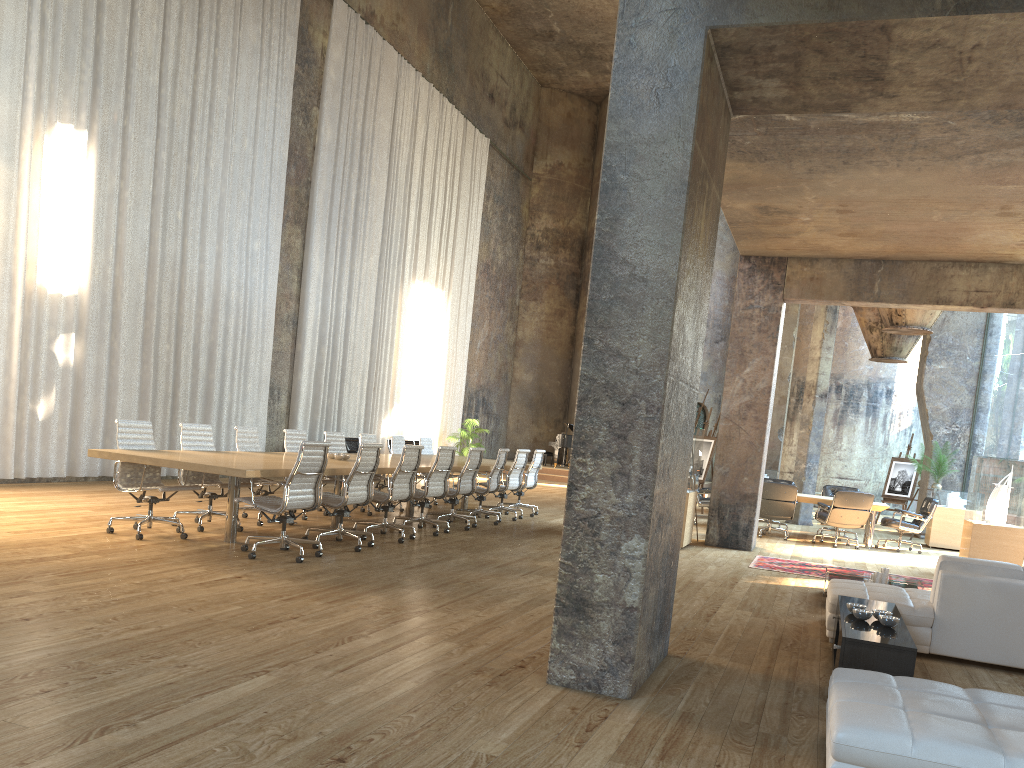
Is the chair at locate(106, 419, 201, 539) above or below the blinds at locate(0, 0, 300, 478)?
below

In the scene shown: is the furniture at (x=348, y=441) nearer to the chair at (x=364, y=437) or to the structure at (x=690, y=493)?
the chair at (x=364, y=437)

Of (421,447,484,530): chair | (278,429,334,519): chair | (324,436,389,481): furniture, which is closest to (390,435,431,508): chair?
(421,447,484,530): chair

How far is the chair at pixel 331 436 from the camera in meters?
11.3

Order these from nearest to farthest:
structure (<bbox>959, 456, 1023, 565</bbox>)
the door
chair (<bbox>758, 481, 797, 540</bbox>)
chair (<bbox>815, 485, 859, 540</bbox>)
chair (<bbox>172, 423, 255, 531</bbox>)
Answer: chair (<bbox>172, 423, 255, 531</bbox>) → structure (<bbox>959, 456, 1023, 565</bbox>) → chair (<bbox>758, 481, 797, 540</bbox>) → chair (<bbox>815, 485, 859, 540</bbox>) → the door

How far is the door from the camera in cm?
2609

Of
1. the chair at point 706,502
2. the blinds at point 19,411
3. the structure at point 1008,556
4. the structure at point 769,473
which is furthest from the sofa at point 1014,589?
the structure at point 769,473

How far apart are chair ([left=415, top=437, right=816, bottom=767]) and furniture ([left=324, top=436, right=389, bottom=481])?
3.00m

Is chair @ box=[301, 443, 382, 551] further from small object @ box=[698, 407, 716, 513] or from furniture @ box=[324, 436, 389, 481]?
small object @ box=[698, 407, 716, 513]

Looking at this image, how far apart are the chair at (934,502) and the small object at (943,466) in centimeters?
247cm
